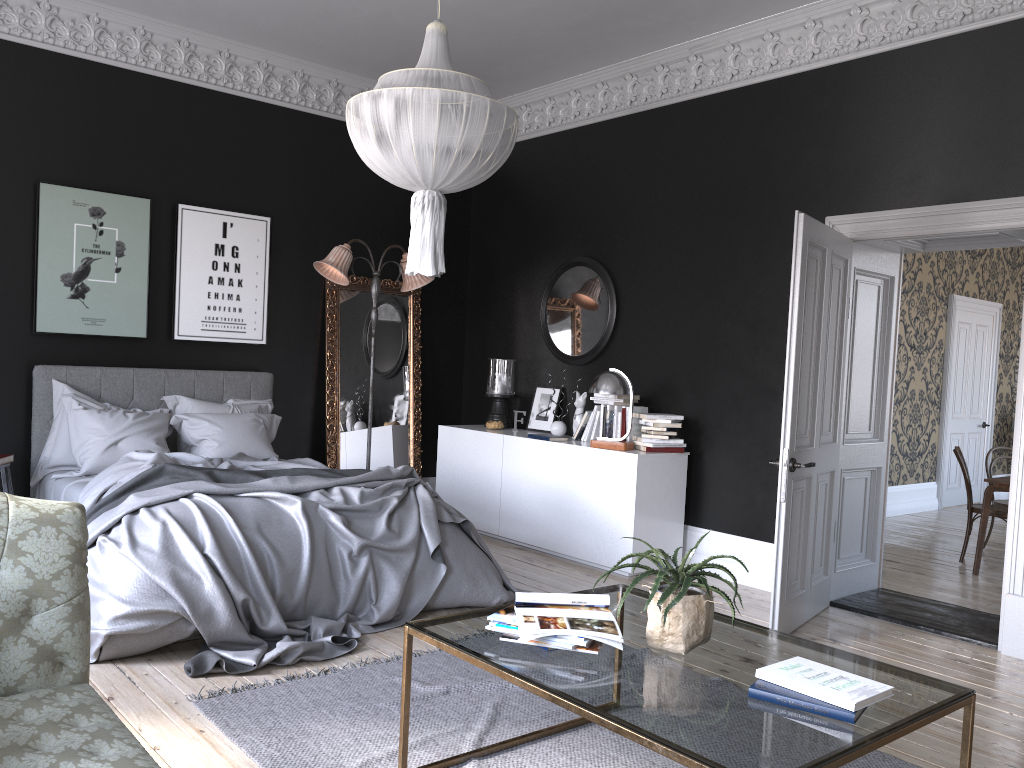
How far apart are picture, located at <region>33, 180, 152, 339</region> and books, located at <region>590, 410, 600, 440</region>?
3.55m

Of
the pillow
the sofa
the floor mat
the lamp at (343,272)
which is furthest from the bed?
the sofa

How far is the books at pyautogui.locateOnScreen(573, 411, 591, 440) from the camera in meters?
7.0

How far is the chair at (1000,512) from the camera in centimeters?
715cm

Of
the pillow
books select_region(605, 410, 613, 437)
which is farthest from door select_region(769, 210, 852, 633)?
the pillow

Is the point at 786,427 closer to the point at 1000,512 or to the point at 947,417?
the point at 1000,512

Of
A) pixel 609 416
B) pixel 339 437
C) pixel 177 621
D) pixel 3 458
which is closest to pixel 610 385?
pixel 609 416

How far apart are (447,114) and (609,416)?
3.50m

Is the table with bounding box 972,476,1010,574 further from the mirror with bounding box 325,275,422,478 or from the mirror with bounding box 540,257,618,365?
the mirror with bounding box 325,275,422,478

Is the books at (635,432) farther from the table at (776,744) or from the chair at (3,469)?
the chair at (3,469)
